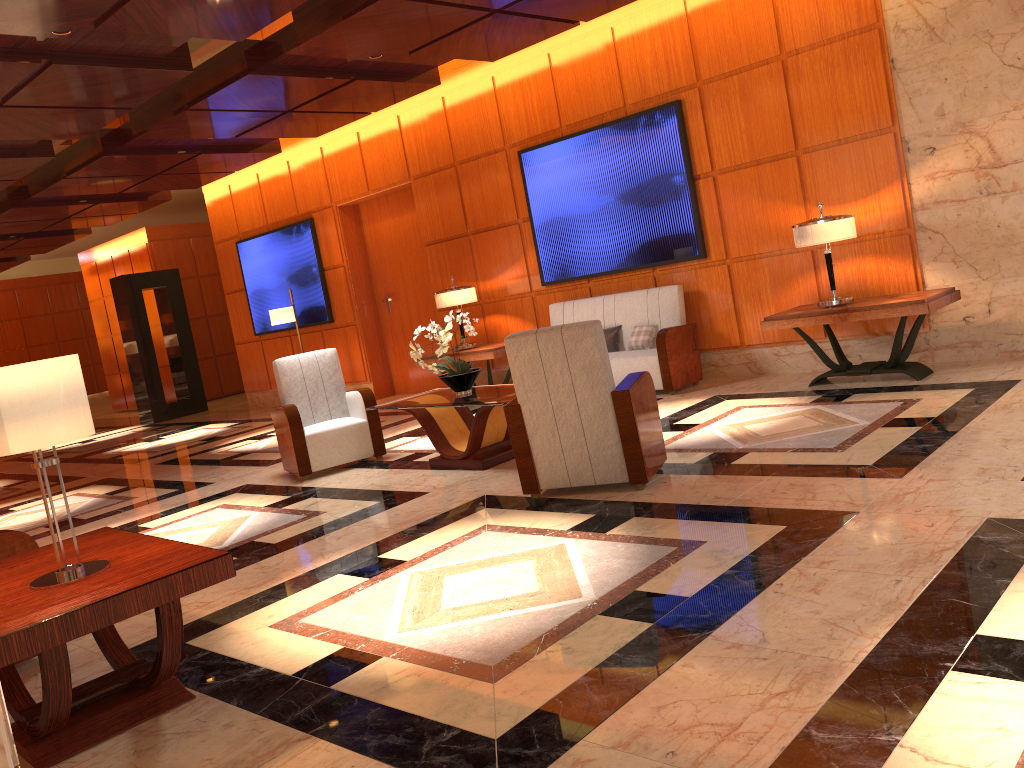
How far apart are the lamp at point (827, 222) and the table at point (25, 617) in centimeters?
511cm

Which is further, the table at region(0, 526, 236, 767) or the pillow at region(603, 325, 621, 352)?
the pillow at region(603, 325, 621, 352)

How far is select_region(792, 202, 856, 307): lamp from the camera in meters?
6.5

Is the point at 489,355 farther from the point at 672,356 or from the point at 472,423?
the point at 472,423

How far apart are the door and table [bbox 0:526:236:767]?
7.81m

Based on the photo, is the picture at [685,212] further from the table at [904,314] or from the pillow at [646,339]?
the table at [904,314]

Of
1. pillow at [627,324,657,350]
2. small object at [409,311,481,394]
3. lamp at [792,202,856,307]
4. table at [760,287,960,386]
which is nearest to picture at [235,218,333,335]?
pillow at [627,324,657,350]

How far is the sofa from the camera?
7.8m

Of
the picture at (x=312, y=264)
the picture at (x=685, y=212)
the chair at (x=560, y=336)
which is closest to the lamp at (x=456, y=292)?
the picture at (x=685, y=212)

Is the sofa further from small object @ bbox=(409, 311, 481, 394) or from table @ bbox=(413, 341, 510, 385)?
small object @ bbox=(409, 311, 481, 394)
